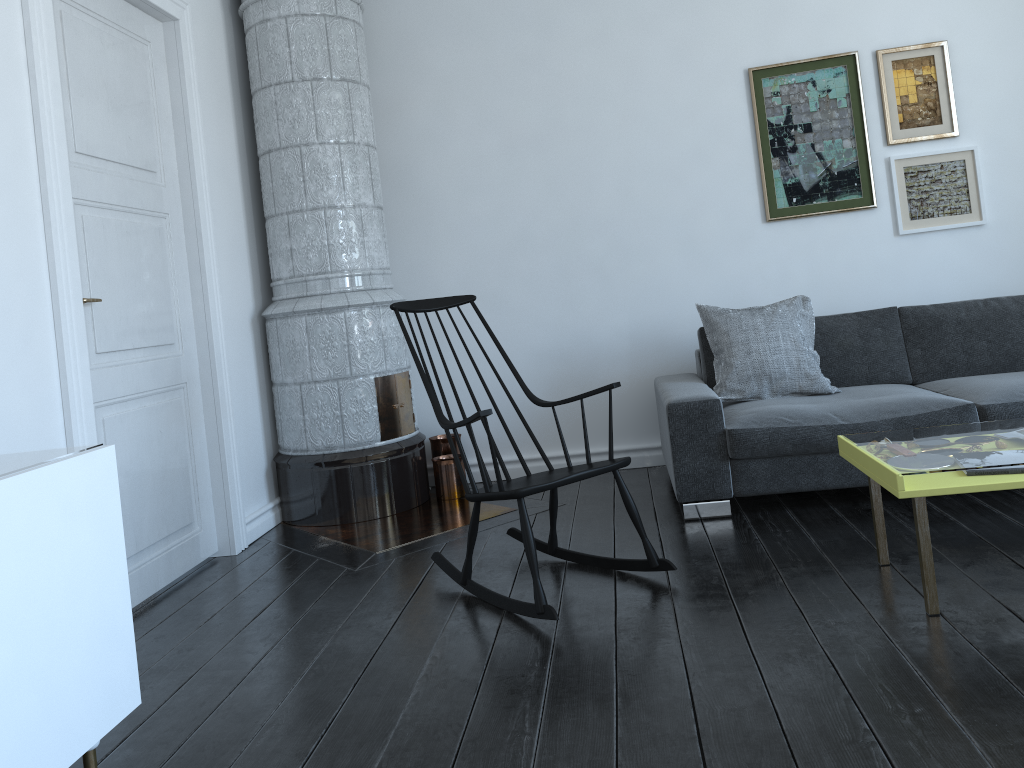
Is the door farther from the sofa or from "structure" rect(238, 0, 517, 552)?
the sofa

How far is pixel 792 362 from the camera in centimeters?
392cm

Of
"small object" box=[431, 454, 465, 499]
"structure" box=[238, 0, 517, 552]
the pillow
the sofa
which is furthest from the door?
the pillow

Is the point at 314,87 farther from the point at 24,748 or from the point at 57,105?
the point at 24,748

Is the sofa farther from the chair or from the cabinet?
the cabinet

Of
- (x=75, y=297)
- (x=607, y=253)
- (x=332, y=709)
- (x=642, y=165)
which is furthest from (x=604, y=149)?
(x=332, y=709)

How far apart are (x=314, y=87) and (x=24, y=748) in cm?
321

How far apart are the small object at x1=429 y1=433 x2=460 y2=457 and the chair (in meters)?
1.27

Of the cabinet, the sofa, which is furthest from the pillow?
the cabinet

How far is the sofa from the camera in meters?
3.5 m
